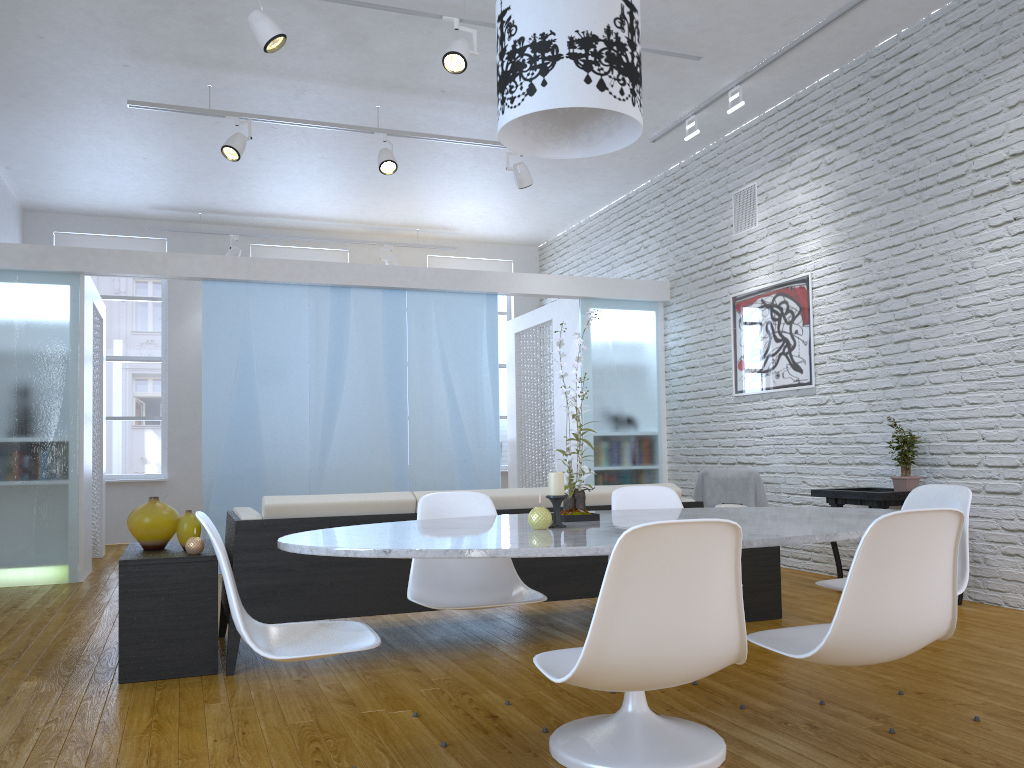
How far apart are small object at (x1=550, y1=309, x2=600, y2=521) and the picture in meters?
3.7 m

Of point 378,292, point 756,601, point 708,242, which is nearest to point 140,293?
point 378,292

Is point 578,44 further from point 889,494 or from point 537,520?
point 889,494

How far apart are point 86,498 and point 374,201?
3.8m

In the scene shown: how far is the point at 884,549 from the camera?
1.8 meters

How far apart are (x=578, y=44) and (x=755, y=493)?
4.18m

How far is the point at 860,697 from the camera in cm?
289

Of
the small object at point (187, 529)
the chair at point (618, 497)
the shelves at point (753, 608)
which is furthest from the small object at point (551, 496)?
the shelves at point (753, 608)

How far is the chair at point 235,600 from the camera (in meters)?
1.93

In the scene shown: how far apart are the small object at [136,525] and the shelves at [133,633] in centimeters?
2cm
